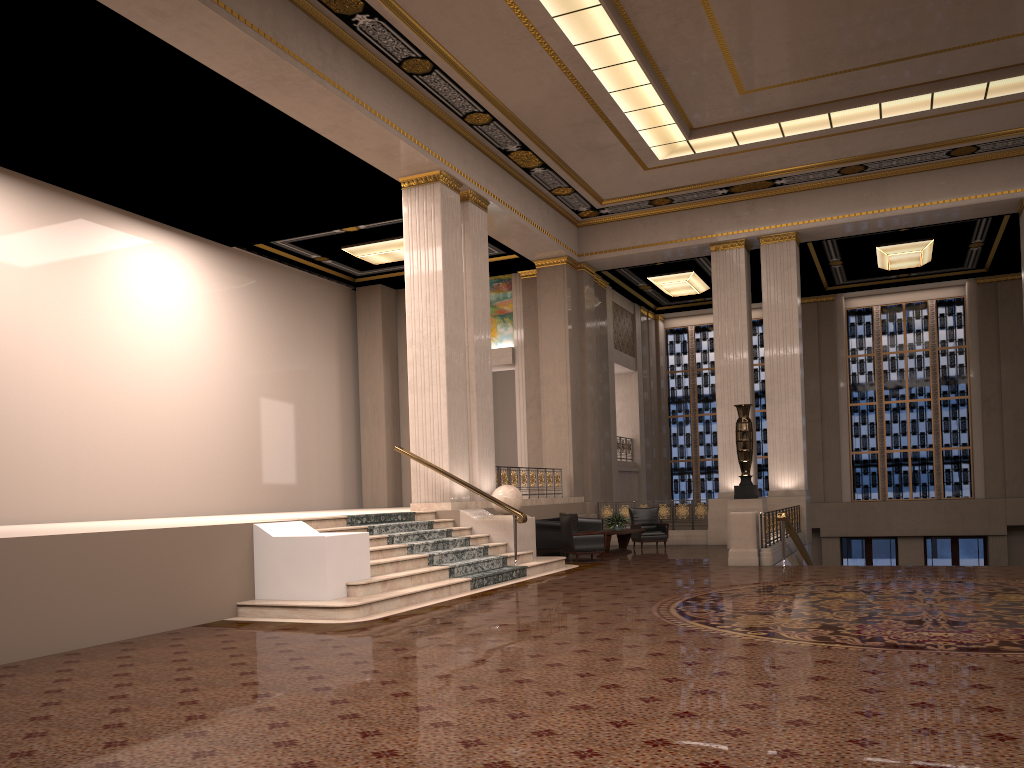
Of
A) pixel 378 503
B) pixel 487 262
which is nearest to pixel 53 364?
pixel 487 262

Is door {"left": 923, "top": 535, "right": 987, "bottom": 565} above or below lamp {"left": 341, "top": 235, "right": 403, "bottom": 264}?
below

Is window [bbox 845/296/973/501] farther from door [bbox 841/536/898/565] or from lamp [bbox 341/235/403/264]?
lamp [bbox 341/235/403/264]

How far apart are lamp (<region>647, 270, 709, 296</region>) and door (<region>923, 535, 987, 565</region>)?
8.7 meters

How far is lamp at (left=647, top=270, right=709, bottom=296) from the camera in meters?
22.1 m

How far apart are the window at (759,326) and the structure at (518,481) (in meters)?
8.47

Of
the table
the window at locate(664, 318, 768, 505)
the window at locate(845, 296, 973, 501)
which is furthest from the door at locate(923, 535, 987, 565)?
the table

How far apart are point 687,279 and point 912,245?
5.16m

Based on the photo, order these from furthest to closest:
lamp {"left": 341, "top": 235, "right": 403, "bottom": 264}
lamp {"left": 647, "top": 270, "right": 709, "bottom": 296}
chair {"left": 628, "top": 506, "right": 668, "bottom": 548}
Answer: lamp {"left": 647, "top": 270, "right": 709, "bottom": 296}
lamp {"left": 341, "top": 235, "right": 403, "bottom": 264}
chair {"left": 628, "top": 506, "right": 668, "bottom": 548}

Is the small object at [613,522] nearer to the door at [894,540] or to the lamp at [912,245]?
the lamp at [912,245]
